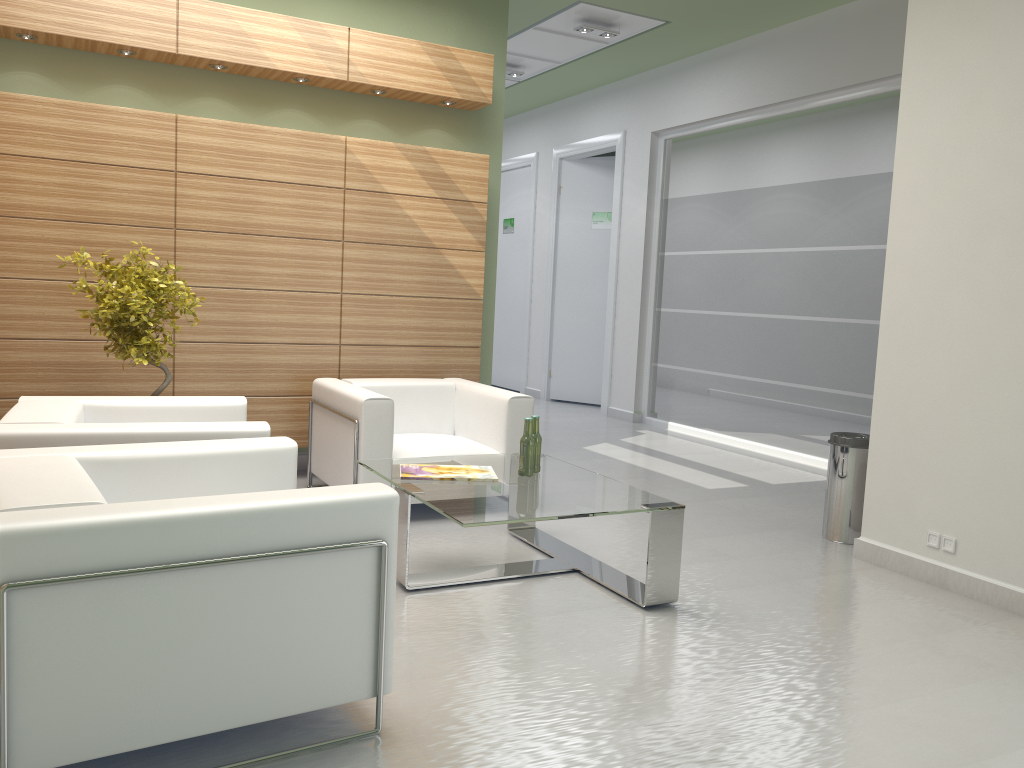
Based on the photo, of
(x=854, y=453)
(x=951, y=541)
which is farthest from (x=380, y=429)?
(x=951, y=541)

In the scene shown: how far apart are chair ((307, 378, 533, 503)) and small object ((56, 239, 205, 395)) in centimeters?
156cm

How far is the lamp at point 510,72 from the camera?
16.1m

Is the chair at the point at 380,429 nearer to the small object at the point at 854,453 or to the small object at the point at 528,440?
the small object at the point at 528,440

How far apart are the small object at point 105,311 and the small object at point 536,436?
3.4 meters

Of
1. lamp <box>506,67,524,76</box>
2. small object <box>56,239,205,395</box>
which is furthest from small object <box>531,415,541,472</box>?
lamp <box>506,67,524,76</box>

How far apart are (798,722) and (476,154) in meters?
7.8

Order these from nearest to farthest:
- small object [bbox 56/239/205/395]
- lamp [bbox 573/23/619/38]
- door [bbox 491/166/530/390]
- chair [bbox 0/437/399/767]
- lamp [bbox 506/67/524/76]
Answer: chair [bbox 0/437/399/767], small object [bbox 56/239/205/395], lamp [bbox 573/23/619/38], lamp [bbox 506/67/524/76], door [bbox 491/166/530/390]

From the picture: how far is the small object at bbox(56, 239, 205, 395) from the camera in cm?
780

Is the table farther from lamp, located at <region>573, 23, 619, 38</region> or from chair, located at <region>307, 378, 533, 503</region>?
lamp, located at <region>573, 23, 619, 38</region>
